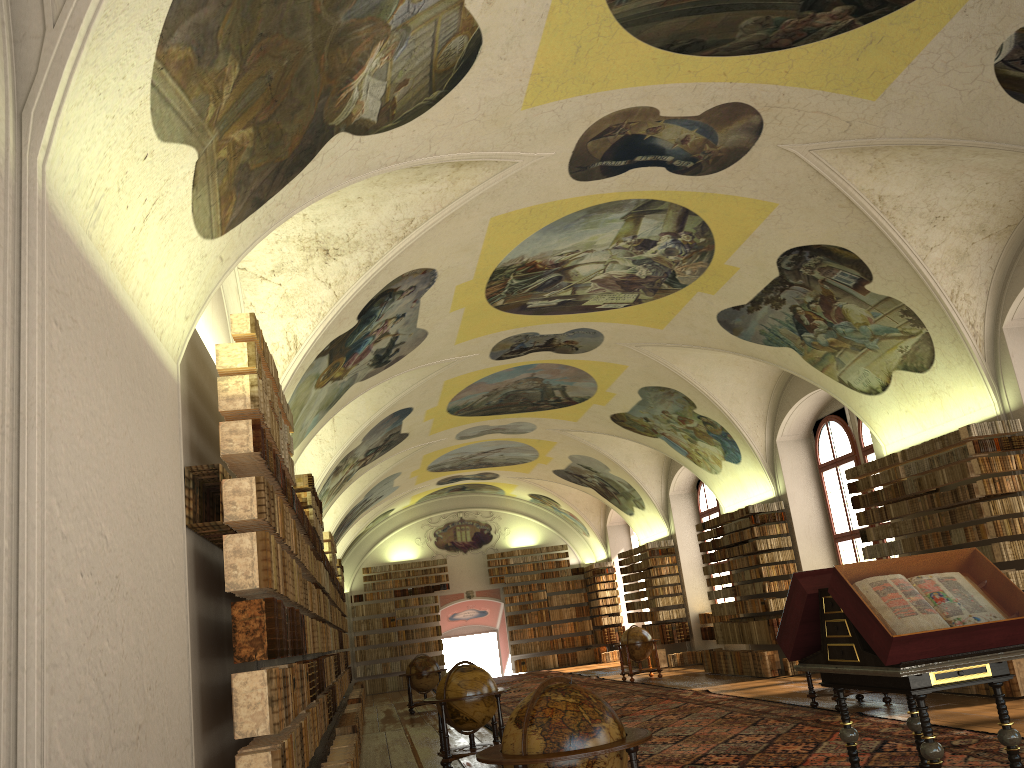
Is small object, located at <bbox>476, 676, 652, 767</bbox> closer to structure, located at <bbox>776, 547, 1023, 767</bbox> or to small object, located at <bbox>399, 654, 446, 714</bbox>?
structure, located at <bbox>776, 547, 1023, 767</bbox>

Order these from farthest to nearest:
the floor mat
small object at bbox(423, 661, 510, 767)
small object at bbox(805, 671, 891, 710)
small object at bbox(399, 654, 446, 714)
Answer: small object at bbox(399, 654, 446, 714)
small object at bbox(805, 671, 891, 710)
small object at bbox(423, 661, 510, 767)
the floor mat

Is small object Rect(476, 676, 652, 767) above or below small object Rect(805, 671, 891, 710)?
above

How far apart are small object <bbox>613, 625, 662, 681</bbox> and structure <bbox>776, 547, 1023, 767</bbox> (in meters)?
16.37

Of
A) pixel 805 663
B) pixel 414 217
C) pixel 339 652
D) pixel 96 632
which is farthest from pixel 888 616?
pixel 339 652

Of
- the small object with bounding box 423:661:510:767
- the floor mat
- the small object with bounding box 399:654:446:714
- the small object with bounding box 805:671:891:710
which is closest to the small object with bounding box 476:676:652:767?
the floor mat

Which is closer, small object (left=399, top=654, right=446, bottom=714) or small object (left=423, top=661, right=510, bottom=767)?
small object (left=423, top=661, right=510, bottom=767)

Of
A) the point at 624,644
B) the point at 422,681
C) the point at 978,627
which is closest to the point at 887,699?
the point at 978,627

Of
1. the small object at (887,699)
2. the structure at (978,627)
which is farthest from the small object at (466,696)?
the structure at (978,627)

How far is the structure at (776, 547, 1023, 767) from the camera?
6.3m
